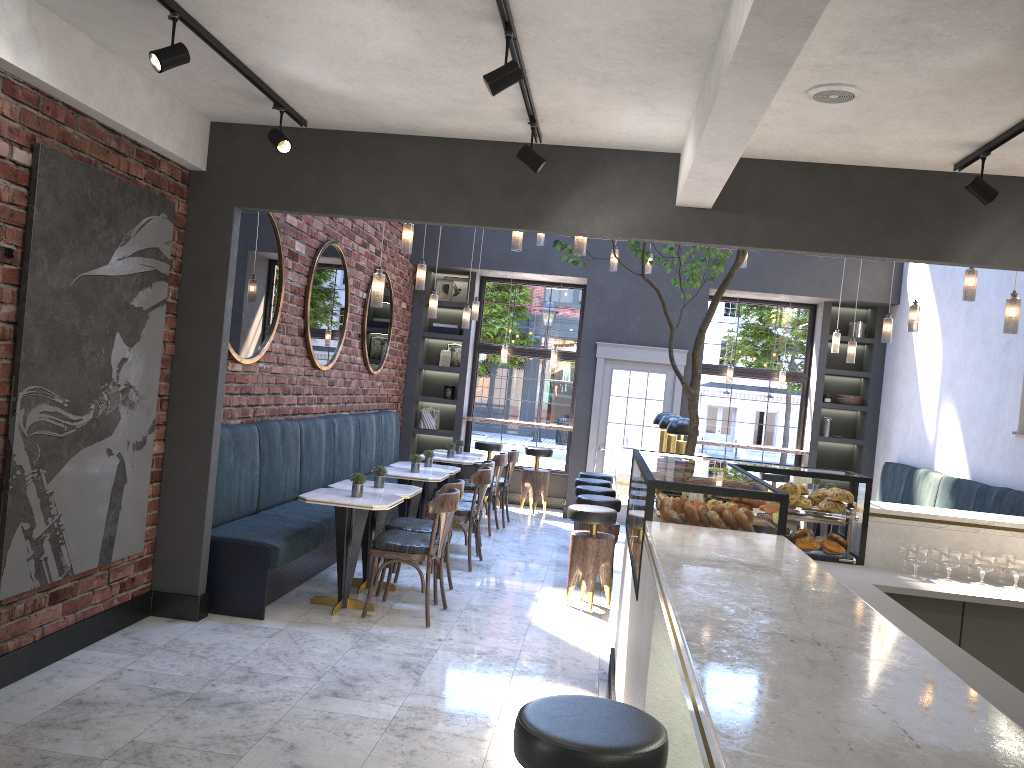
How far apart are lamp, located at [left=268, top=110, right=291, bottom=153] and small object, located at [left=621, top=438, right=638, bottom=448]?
5.4m

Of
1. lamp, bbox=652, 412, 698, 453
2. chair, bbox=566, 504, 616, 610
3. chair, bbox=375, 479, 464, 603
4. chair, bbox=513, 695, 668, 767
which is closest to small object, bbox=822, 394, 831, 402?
lamp, bbox=652, 412, 698, 453

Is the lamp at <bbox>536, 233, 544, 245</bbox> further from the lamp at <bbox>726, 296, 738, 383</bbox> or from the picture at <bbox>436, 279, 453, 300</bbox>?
the lamp at <bbox>726, 296, 738, 383</bbox>

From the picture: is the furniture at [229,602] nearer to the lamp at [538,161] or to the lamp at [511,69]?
the lamp at [538,161]

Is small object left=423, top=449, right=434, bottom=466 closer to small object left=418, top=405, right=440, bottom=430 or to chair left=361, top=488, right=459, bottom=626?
chair left=361, top=488, right=459, bottom=626

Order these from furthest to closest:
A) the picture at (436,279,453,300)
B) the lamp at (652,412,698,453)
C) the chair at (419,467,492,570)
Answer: the picture at (436,279,453,300) < the chair at (419,467,492,570) < the lamp at (652,412,698,453)

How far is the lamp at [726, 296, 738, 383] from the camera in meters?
11.3

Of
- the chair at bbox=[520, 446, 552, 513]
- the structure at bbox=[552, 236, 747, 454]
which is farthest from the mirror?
the chair at bbox=[520, 446, 552, 513]

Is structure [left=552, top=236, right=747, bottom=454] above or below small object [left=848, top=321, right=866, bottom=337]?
below

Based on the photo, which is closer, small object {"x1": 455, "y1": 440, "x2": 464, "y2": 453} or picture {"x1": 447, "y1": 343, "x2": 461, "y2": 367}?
small object {"x1": 455, "y1": 440, "x2": 464, "y2": 453}
